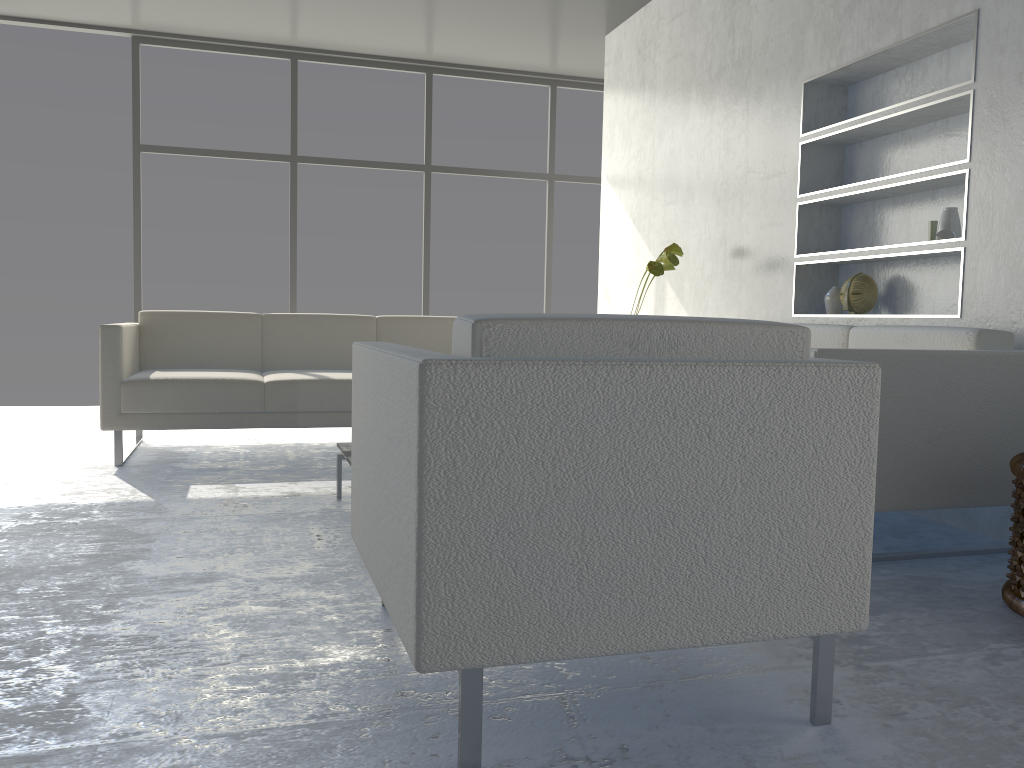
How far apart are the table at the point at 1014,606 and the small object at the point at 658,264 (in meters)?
2.22

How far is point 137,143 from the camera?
5.9m

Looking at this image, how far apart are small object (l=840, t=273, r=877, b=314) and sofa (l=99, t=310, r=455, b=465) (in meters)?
1.99

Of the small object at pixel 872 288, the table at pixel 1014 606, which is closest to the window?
the small object at pixel 872 288

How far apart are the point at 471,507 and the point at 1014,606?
1.49m

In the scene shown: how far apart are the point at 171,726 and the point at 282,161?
5.4m

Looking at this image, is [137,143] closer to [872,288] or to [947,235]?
[872,288]

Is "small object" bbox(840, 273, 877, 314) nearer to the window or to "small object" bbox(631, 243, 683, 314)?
"small object" bbox(631, 243, 683, 314)

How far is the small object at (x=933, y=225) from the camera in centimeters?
316cm

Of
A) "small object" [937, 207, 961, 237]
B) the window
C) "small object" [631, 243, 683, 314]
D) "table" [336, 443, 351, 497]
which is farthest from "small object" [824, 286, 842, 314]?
the window
